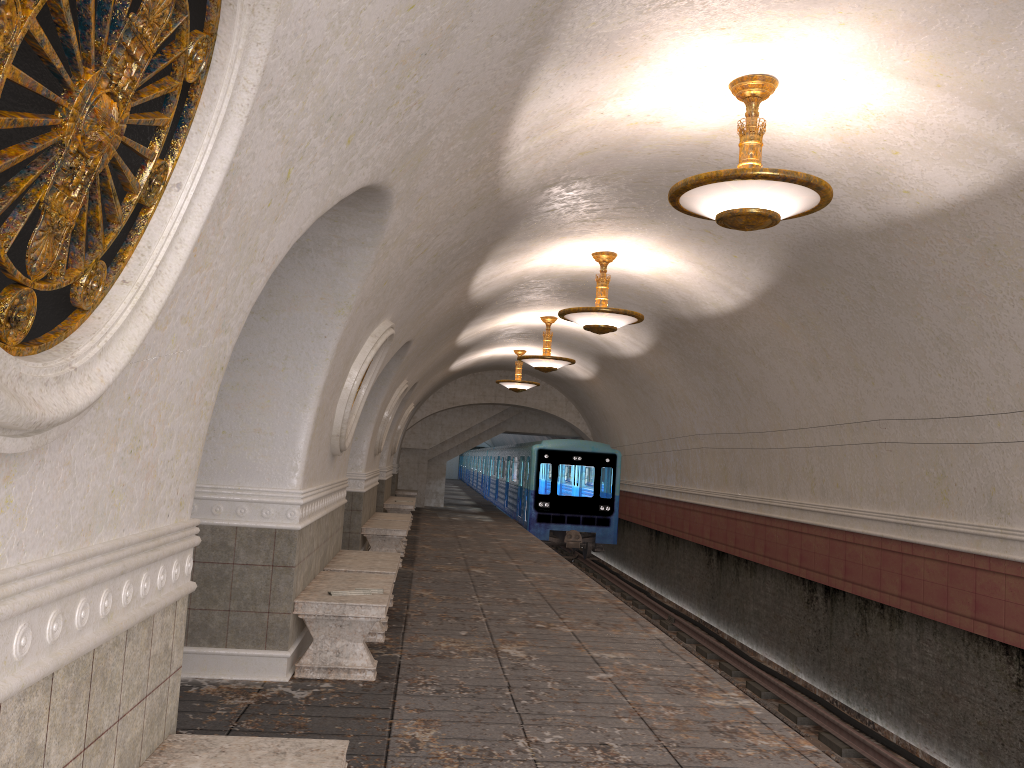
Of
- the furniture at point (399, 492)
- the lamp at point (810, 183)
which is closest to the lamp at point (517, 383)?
the furniture at point (399, 492)

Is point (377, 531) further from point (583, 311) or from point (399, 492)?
point (399, 492)

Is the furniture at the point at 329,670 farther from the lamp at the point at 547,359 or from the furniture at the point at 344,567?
the lamp at the point at 547,359

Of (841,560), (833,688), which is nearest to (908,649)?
(841,560)

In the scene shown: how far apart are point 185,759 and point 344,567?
4.9 meters

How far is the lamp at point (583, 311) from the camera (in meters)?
9.98

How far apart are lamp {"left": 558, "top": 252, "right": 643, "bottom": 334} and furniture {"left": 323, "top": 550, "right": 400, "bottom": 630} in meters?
3.4 m

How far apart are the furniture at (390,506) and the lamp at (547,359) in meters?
4.6

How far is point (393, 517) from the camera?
14.0 meters

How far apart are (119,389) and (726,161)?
5.85m
